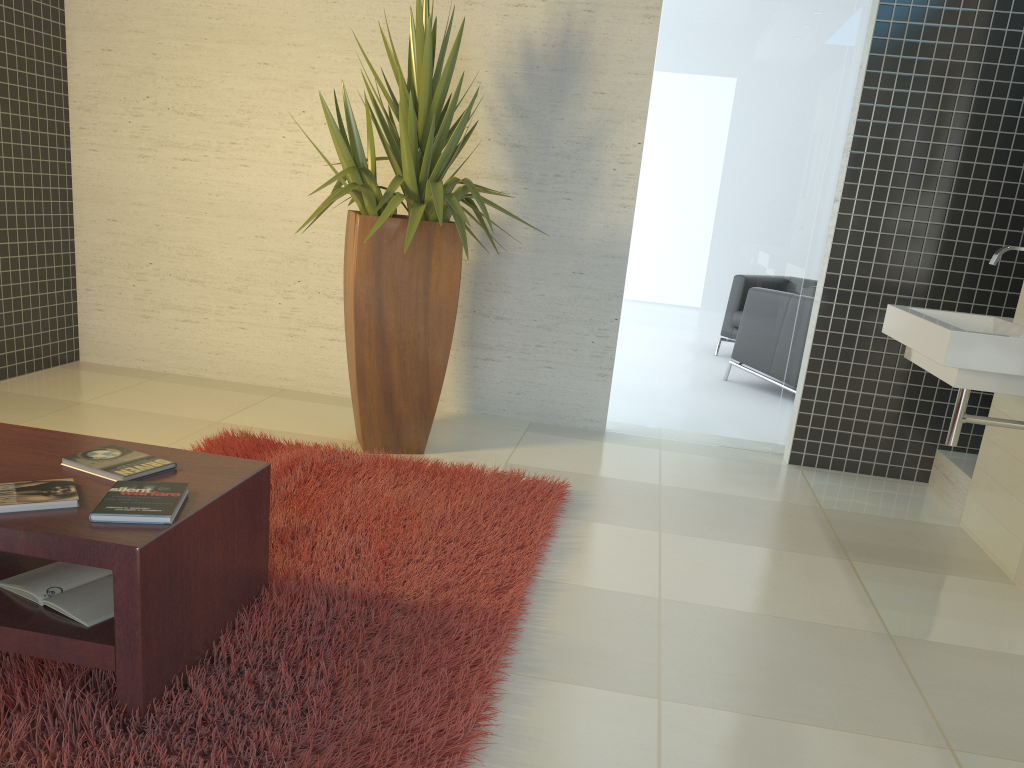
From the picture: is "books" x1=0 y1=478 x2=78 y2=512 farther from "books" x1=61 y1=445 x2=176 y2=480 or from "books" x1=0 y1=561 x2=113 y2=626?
"books" x1=0 y1=561 x2=113 y2=626

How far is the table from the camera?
1.9 meters

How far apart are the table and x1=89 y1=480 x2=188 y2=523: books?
0.01m

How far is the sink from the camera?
2.84m

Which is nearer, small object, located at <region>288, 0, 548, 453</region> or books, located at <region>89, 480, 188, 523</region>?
books, located at <region>89, 480, 188, 523</region>

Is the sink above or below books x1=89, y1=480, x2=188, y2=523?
above

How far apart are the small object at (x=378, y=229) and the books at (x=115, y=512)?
1.73m

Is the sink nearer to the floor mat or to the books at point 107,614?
the floor mat

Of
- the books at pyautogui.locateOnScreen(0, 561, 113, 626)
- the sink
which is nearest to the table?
the books at pyautogui.locateOnScreen(0, 561, 113, 626)

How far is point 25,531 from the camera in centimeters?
186cm
